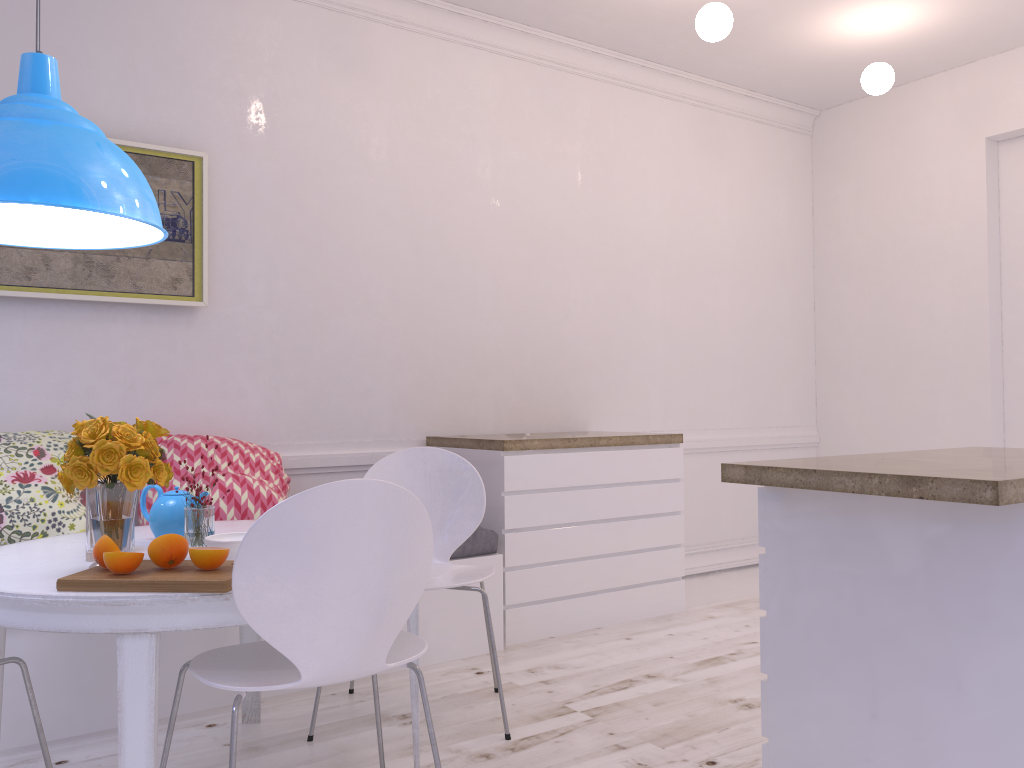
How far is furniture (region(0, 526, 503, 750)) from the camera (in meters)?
2.60

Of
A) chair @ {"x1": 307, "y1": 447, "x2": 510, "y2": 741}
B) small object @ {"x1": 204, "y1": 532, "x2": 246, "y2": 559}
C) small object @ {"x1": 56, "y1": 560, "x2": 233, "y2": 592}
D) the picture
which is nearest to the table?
small object @ {"x1": 56, "y1": 560, "x2": 233, "y2": 592}

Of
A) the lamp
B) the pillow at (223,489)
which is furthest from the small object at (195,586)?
the pillow at (223,489)

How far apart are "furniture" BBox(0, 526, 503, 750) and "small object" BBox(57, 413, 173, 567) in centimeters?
89cm

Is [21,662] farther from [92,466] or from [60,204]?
[60,204]

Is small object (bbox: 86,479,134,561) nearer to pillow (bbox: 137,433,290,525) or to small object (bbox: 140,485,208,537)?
small object (bbox: 140,485,208,537)

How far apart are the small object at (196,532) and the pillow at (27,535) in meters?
0.9

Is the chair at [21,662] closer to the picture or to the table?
the table

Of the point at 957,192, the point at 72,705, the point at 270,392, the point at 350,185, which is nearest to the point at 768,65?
the point at 957,192

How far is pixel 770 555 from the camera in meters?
2.2
